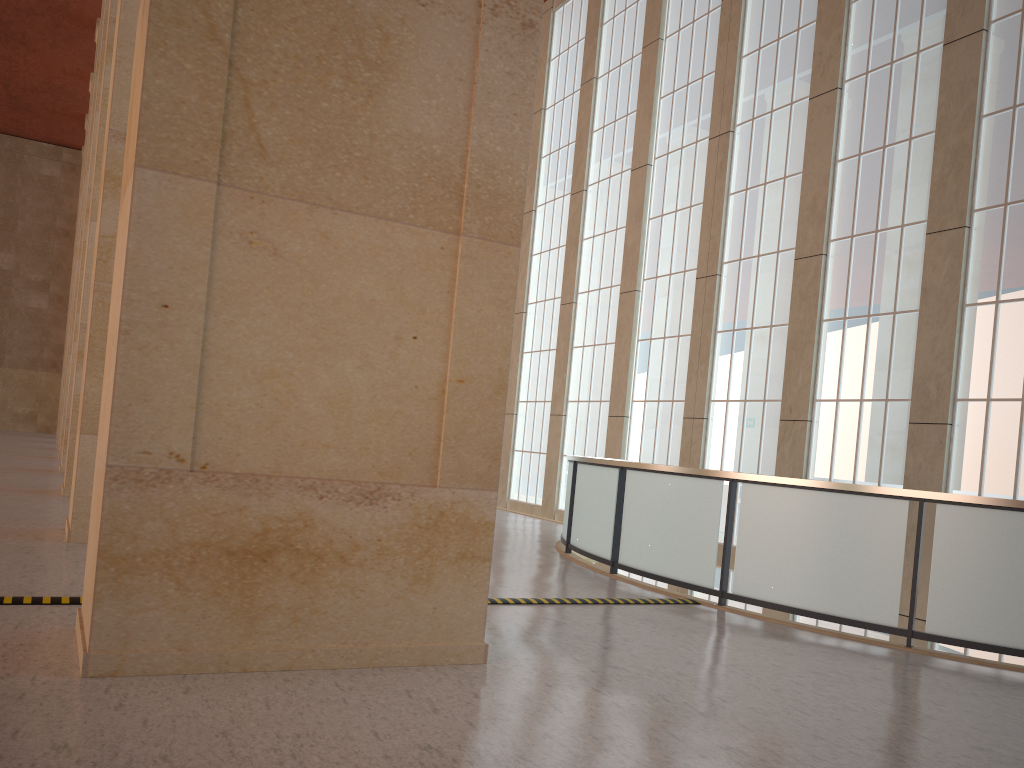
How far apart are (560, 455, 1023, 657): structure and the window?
2.6 meters

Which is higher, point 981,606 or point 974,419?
point 974,419

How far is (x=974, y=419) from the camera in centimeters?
1530cm

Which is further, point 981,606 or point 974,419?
point 974,419

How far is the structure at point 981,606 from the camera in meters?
9.4 m

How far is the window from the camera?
15.3 meters

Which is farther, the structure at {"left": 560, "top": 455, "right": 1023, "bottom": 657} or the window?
the window

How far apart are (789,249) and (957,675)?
12.73m

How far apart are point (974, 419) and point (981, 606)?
6.9m

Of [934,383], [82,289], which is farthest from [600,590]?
[82,289]
